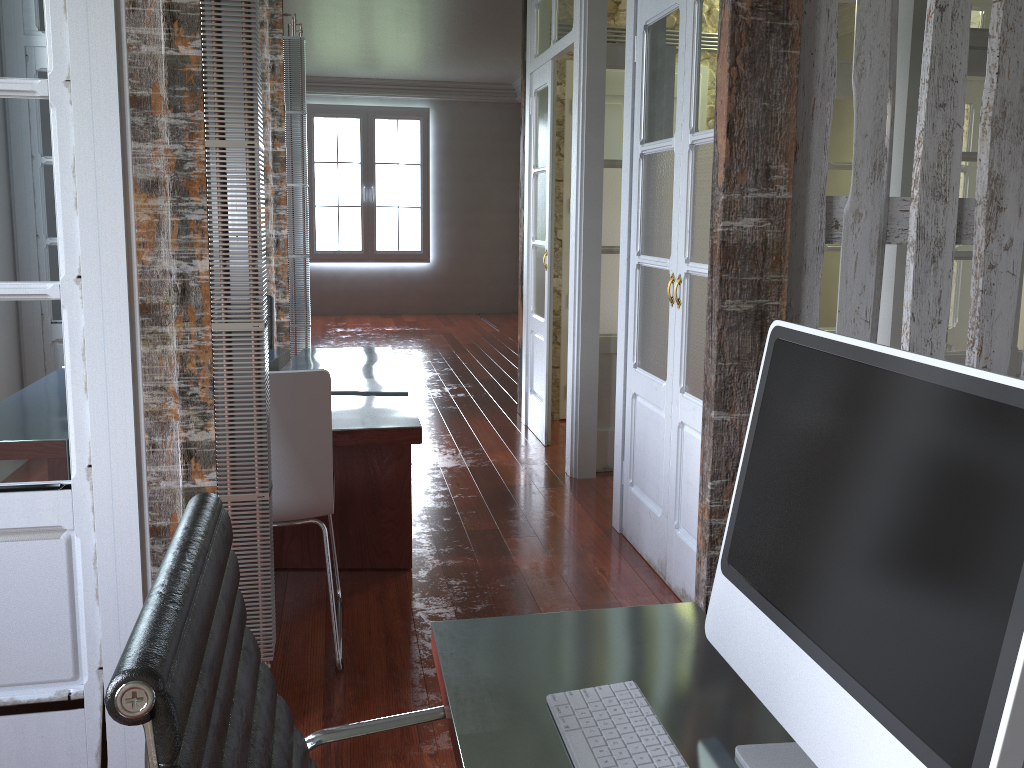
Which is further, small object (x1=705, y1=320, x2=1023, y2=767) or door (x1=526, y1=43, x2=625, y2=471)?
door (x1=526, y1=43, x2=625, y2=471)

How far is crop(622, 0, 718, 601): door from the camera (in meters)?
2.91

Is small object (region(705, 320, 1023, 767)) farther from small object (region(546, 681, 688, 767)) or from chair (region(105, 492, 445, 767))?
chair (region(105, 492, 445, 767))

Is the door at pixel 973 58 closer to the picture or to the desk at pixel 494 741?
the desk at pixel 494 741

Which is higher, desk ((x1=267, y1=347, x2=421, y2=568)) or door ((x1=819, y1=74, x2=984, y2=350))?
door ((x1=819, y1=74, x2=984, y2=350))

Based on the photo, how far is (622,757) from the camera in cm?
100

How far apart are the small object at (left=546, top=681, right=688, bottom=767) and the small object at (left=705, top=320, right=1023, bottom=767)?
0.1m

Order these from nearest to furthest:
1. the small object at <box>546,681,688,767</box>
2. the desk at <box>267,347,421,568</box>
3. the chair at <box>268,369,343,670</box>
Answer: the small object at <box>546,681,688,767</box>
the chair at <box>268,369,343,670</box>
the desk at <box>267,347,421,568</box>

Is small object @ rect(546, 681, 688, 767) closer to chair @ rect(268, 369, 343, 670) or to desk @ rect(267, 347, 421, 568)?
chair @ rect(268, 369, 343, 670)

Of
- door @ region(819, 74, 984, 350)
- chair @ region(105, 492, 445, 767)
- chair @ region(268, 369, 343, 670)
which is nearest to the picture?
door @ region(819, 74, 984, 350)
